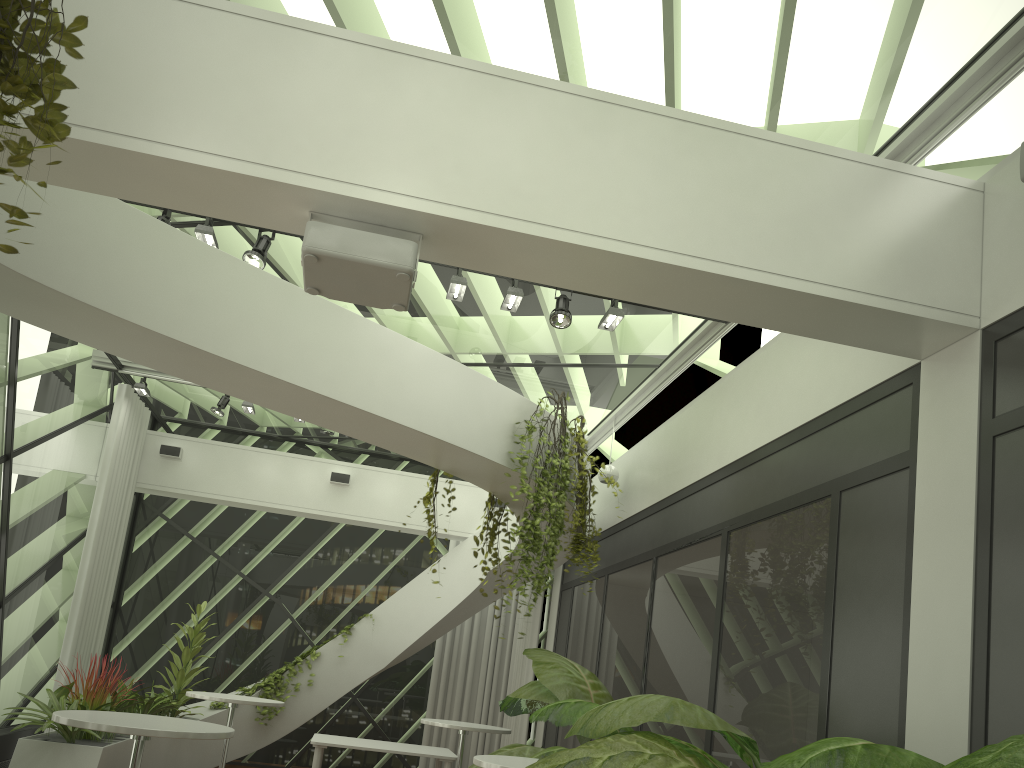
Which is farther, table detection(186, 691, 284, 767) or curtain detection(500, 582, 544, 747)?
curtain detection(500, 582, 544, 747)

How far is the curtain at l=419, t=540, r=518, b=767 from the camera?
11.7m

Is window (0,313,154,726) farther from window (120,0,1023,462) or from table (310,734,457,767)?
table (310,734,457,767)

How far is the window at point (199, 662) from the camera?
11.6m

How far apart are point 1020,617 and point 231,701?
6.01m

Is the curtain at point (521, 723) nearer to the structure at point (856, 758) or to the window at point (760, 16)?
Result: the window at point (760, 16)

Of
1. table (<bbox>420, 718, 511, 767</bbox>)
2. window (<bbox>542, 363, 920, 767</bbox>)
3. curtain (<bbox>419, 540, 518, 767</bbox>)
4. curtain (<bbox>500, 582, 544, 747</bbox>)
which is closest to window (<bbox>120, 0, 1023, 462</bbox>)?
window (<bbox>542, 363, 920, 767</bbox>)

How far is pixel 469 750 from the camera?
11.7 meters

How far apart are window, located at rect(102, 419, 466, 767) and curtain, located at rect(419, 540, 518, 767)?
0.2 meters

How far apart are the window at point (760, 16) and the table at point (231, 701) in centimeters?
342cm
